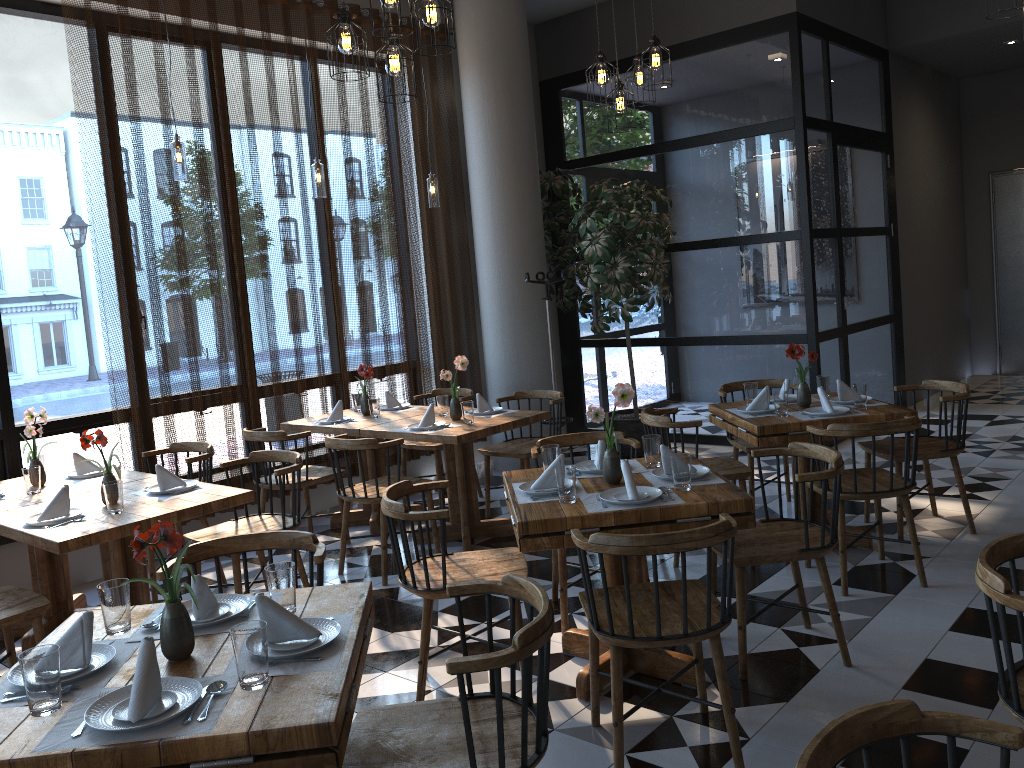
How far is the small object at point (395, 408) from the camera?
6.24m

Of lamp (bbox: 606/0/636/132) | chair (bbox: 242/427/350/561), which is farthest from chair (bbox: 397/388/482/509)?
lamp (bbox: 606/0/636/132)

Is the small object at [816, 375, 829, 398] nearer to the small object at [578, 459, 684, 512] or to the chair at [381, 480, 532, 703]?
the small object at [578, 459, 684, 512]

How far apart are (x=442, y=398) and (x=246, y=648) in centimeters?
384cm

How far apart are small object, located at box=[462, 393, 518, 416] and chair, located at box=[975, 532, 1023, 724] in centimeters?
360cm

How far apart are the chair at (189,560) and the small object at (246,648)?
0.8m

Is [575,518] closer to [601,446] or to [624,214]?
[601,446]

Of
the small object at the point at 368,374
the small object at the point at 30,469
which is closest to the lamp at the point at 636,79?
the small object at the point at 368,374

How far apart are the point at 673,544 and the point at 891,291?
6.9m

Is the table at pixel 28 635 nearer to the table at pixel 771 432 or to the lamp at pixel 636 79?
the table at pixel 771 432
